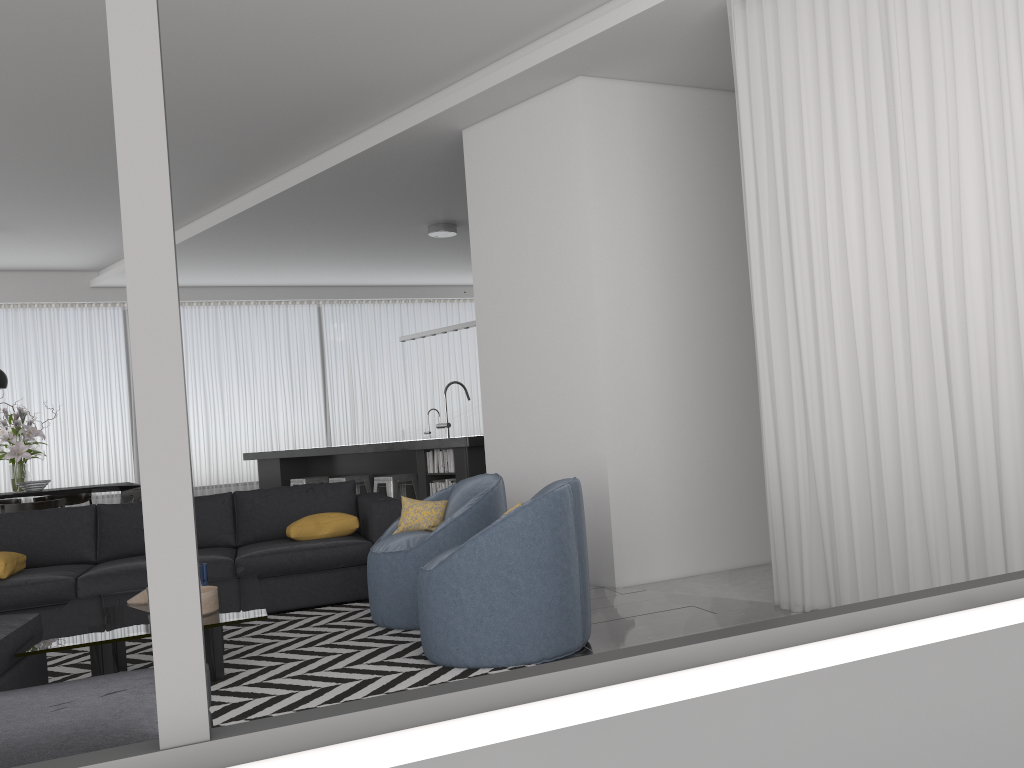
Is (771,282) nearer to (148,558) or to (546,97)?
(546,97)

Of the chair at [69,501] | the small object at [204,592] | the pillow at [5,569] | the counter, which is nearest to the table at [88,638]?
the small object at [204,592]

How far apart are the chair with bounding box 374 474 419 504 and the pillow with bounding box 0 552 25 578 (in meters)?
3.12

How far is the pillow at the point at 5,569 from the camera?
4.85m

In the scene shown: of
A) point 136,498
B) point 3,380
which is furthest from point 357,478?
point 3,380

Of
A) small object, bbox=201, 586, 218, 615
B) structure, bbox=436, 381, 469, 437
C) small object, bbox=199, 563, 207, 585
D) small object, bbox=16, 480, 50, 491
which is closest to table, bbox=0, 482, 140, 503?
small object, bbox=16, 480, 50, 491

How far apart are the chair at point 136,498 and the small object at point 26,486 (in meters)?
0.81

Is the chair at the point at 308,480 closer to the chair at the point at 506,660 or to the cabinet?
the cabinet

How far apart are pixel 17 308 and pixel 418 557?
8.5 meters

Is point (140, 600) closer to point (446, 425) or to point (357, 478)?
point (357, 478)
